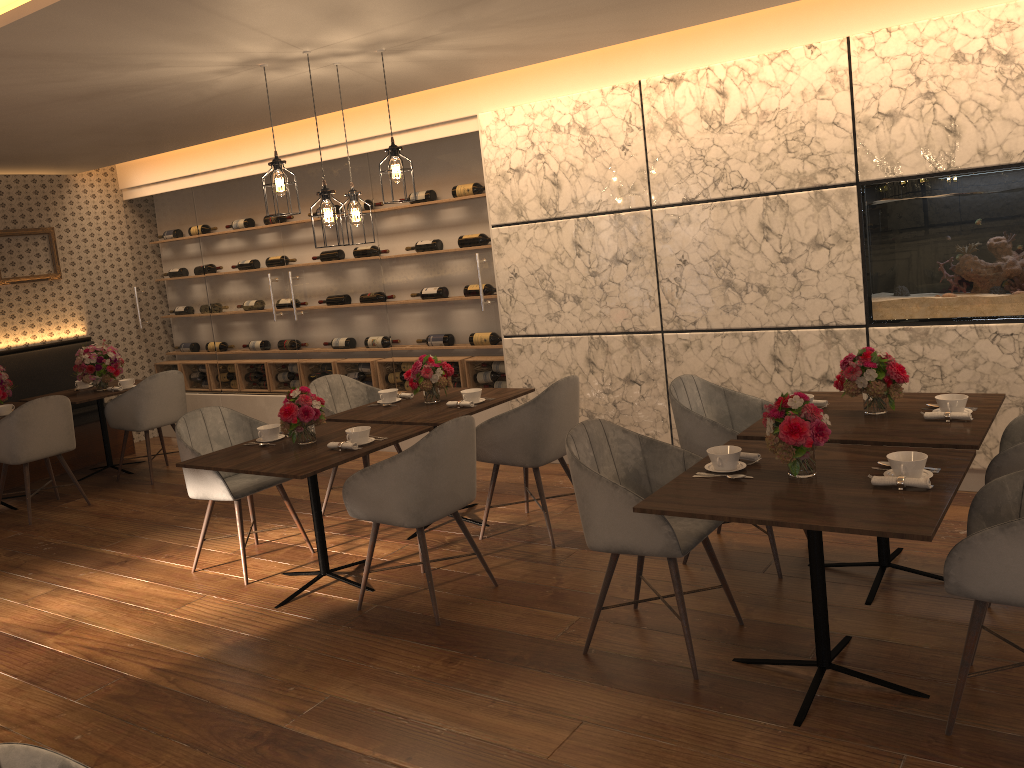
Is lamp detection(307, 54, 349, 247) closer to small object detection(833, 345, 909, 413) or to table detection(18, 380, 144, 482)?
small object detection(833, 345, 909, 413)

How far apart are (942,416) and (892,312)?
1.5m

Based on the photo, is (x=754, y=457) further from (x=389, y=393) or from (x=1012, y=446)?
(x=389, y=393)

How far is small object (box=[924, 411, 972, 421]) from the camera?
3.50m

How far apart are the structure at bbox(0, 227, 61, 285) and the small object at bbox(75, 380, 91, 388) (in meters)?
1.14

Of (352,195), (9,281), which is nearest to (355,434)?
(352,195)

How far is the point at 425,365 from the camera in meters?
5.1

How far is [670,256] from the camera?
5.5 meters

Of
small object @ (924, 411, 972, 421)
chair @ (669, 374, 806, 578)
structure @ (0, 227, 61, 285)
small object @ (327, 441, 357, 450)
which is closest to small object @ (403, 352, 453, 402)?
small object @ (327, 441, 357, 450)

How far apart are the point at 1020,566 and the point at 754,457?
0.96m
